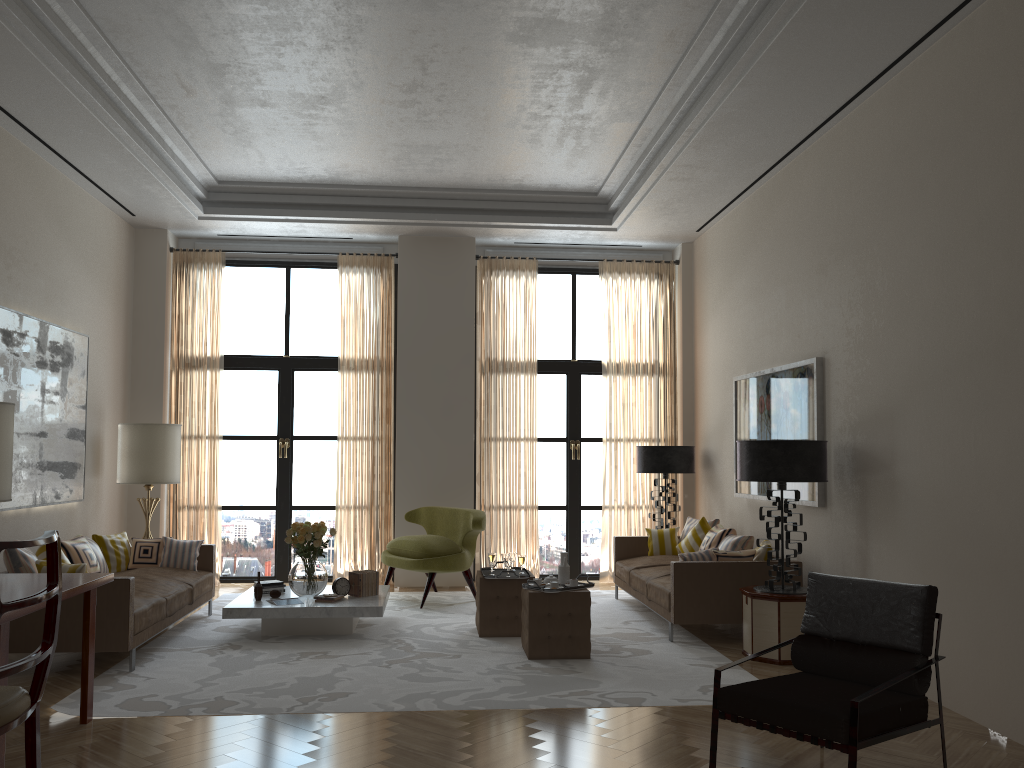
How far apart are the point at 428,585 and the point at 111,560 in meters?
3.6

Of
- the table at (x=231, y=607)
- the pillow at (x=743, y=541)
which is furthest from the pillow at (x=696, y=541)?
the table at (x=231, y=607)

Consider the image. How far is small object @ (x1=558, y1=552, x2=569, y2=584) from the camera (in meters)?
8.52

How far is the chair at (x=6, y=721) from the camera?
3.7m

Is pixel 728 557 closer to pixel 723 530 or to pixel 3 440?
pixel 723 530

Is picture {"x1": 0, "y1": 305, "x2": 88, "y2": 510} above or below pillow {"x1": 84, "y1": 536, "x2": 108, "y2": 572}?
above

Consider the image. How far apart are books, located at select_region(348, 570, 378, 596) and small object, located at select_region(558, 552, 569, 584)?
2.2 meters

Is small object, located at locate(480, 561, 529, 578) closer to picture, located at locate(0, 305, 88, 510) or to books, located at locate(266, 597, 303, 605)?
books, located at locate(266, 597, 303, 605)

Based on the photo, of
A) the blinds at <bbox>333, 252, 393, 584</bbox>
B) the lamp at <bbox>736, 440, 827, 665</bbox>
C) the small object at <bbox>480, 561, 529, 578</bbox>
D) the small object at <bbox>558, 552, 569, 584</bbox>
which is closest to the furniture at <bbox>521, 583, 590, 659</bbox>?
the small object at <bbox>558, 552, 569, 584</bbox>

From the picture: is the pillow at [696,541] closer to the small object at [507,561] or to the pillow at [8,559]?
the small object at [507,561]
